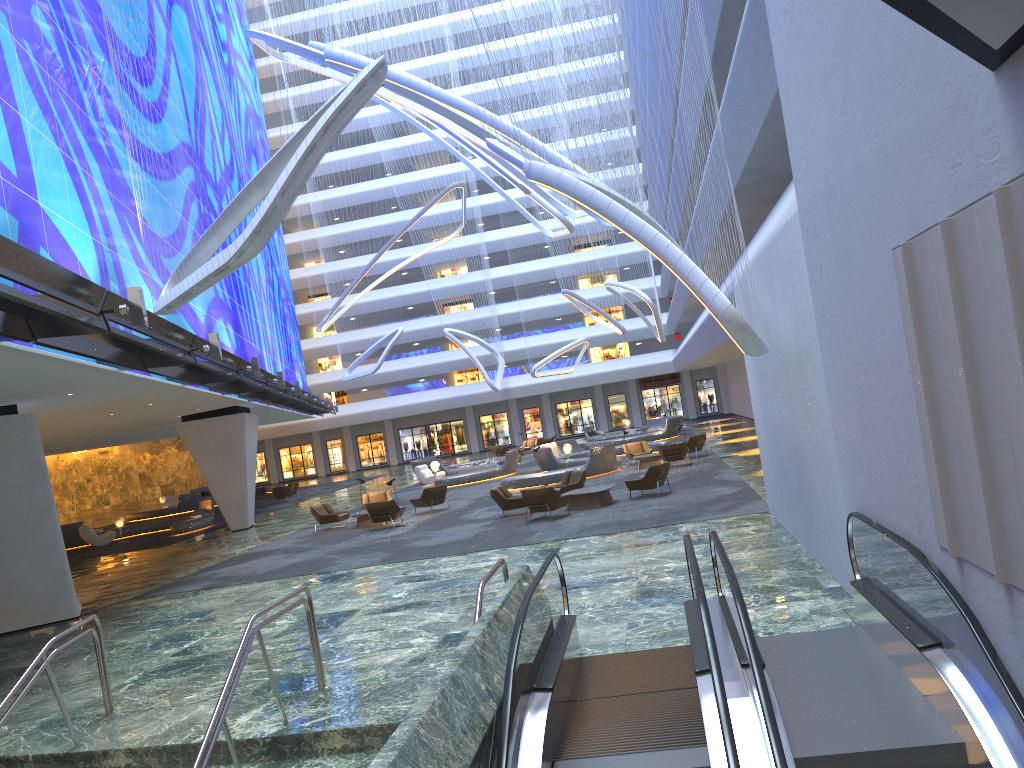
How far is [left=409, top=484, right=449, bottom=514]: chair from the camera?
25.5 meters

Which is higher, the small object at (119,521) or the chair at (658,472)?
the small object at (119,521)

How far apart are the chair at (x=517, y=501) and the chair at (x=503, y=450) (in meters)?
25.45

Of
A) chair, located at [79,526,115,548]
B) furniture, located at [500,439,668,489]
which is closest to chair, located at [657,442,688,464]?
furniture, located at [500,439,668,489]

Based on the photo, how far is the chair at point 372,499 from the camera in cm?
2714

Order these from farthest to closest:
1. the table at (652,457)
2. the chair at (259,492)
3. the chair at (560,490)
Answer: the chair at (259,492) < the table at (652,457) < the chair at (560,490)

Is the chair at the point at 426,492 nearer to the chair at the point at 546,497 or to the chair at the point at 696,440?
the chair at the point at 546,497

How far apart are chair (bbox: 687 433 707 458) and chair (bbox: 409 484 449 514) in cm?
907

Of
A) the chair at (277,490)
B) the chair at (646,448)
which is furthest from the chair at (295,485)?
the chair at (646,448)

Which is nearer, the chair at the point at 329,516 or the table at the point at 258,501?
the chair at the point at 329,516
